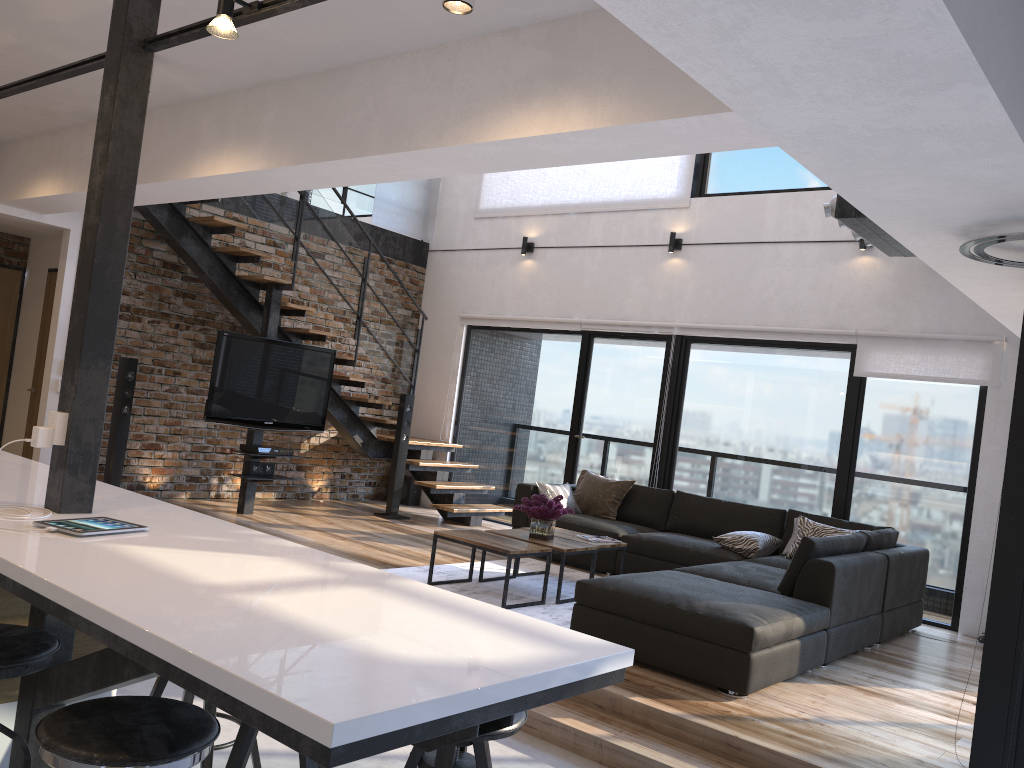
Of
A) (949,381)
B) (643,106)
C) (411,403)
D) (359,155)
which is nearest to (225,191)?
(359,155)

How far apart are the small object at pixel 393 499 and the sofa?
1.6m

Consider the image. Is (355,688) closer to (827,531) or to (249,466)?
(827,531)

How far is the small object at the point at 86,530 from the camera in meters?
2.3 m

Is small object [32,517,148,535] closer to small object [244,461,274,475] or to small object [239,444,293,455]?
small object [239,444,293,455]

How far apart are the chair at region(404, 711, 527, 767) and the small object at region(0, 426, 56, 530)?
1.4m

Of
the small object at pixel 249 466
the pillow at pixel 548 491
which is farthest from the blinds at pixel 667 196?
the small object at pixel 249 466

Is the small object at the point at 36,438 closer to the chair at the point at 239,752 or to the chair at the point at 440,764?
the chair at the point at 239,752

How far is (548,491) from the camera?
7.4m

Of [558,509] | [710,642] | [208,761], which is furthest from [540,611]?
[208,761]
